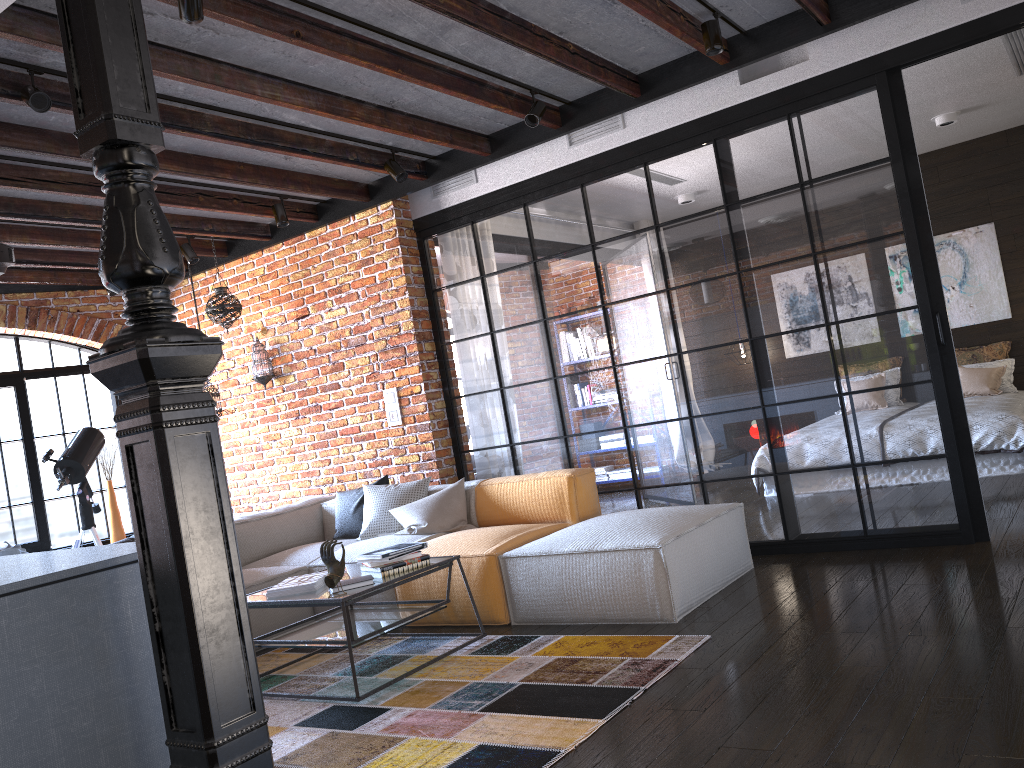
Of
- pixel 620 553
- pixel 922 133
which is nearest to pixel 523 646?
pixel 620 553

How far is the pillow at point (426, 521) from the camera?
5.11m

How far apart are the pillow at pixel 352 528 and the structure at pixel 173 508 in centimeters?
381cm

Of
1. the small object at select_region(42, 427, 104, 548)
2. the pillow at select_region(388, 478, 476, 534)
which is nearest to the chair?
the small object at select_region(42, 427, 104, 548)

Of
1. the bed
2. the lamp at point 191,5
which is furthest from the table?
the bed

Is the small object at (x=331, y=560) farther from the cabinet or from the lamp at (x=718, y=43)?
the lamp at (x=718, y=43)

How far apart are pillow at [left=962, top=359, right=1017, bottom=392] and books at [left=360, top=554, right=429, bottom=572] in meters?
5.8

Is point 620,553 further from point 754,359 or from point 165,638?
point 165,638

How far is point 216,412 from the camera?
6.64m

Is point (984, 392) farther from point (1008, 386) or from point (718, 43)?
point (718, 43)
